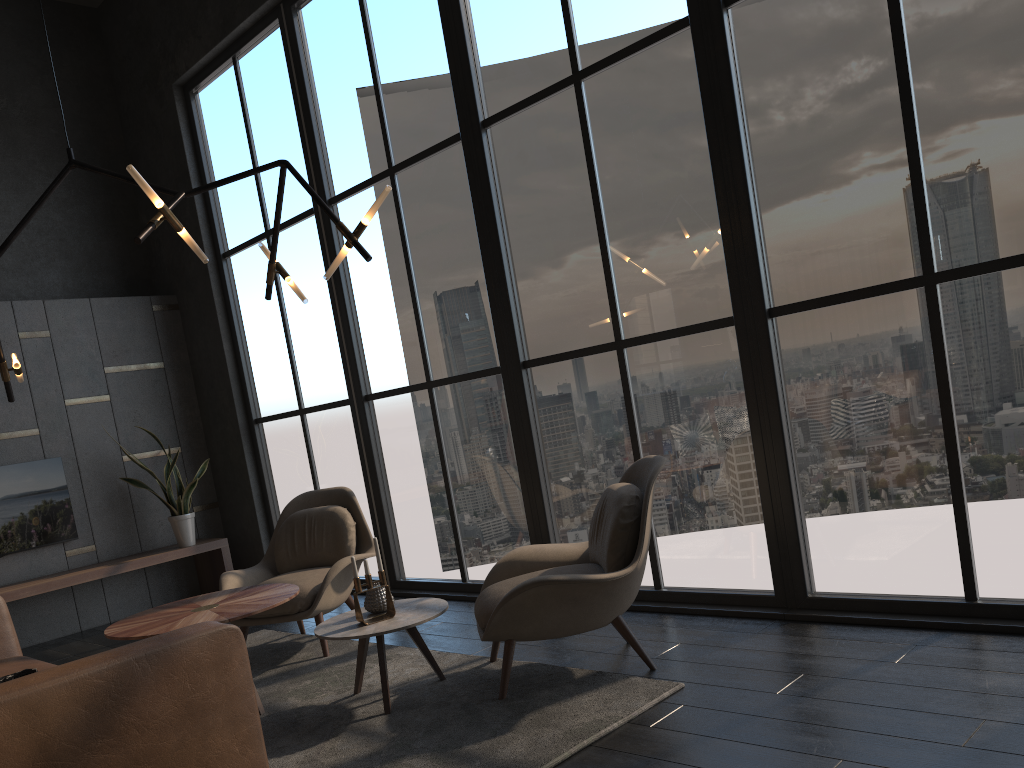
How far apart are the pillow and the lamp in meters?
1.6

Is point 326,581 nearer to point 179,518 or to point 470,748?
point 470,748

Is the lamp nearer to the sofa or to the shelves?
the sofa

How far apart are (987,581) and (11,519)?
6.1m

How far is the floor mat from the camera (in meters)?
2.91

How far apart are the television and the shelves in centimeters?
28cm

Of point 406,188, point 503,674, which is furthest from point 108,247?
point 503,674

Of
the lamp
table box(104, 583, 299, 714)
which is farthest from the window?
table box(104, 583, 299, 714)

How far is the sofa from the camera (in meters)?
2.02

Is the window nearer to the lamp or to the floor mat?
the floor mat
